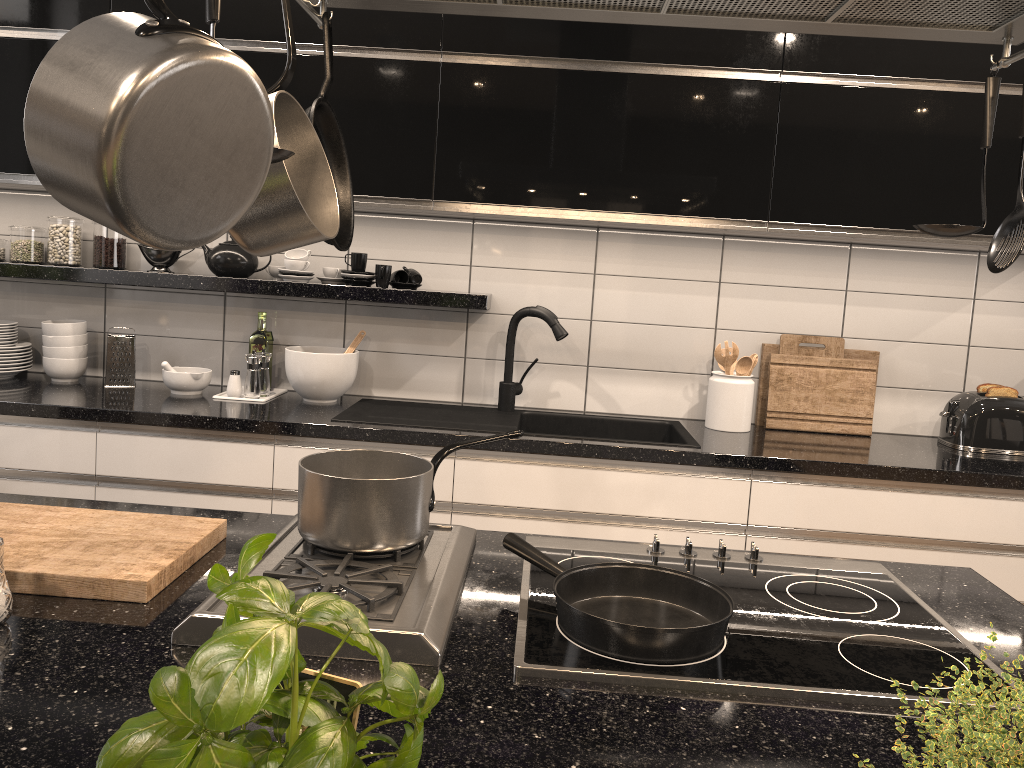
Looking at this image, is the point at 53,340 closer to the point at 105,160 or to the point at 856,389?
the point at 105,160

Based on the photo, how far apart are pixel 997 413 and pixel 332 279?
Answer: 2.2 meters

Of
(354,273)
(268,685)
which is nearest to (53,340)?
(354,273)

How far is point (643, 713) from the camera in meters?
1.0

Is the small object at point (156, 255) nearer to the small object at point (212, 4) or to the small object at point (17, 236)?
the small object at point (17, 236)

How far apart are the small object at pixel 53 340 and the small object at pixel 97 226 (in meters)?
0.21

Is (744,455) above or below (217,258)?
below

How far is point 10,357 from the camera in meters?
3.0

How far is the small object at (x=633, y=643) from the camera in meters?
1.1

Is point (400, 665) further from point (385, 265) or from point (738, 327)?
point (738, 327)
